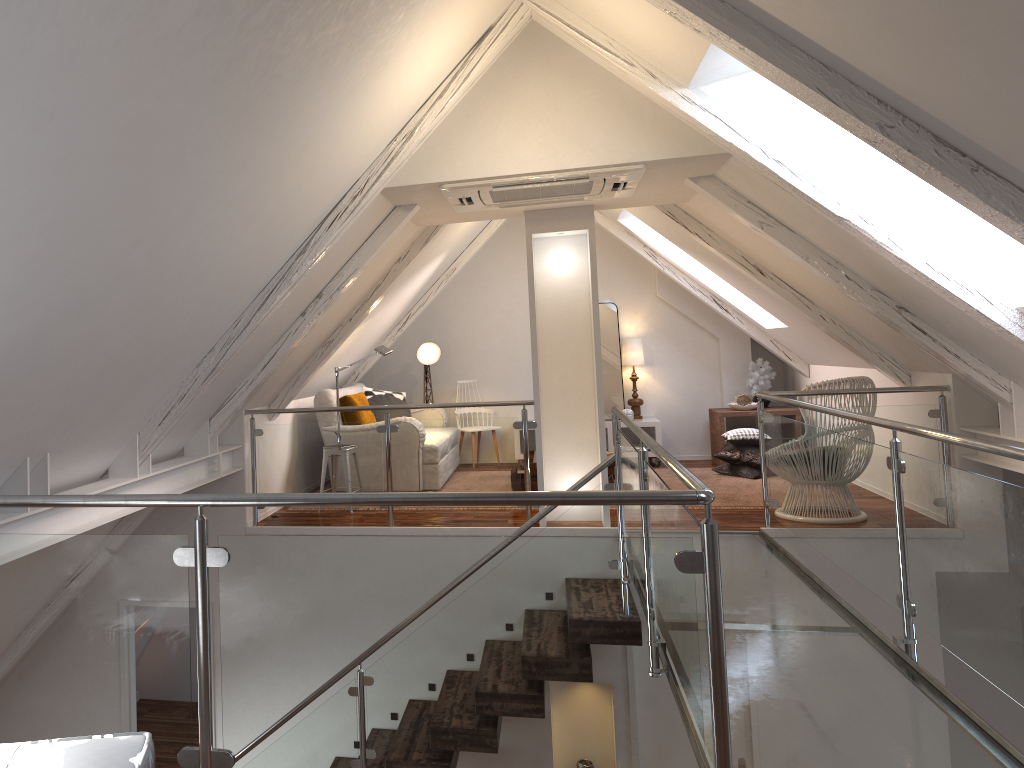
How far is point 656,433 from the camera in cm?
760

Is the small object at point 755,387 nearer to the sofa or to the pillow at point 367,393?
the sofa

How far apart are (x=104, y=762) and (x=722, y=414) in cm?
643

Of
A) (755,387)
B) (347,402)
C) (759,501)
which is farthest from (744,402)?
(347,402)

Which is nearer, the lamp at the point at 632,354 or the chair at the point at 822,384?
the chair at the point at 822,384

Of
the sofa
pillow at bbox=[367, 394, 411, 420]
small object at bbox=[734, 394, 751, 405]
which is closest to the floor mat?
small object at bbox=[734, 394, 751, 405]

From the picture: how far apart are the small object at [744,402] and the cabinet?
0.8m

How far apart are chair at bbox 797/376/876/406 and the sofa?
3.29m

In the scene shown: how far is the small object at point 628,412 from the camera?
7.67m

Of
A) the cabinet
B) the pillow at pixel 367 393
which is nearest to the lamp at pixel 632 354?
the cabinet
